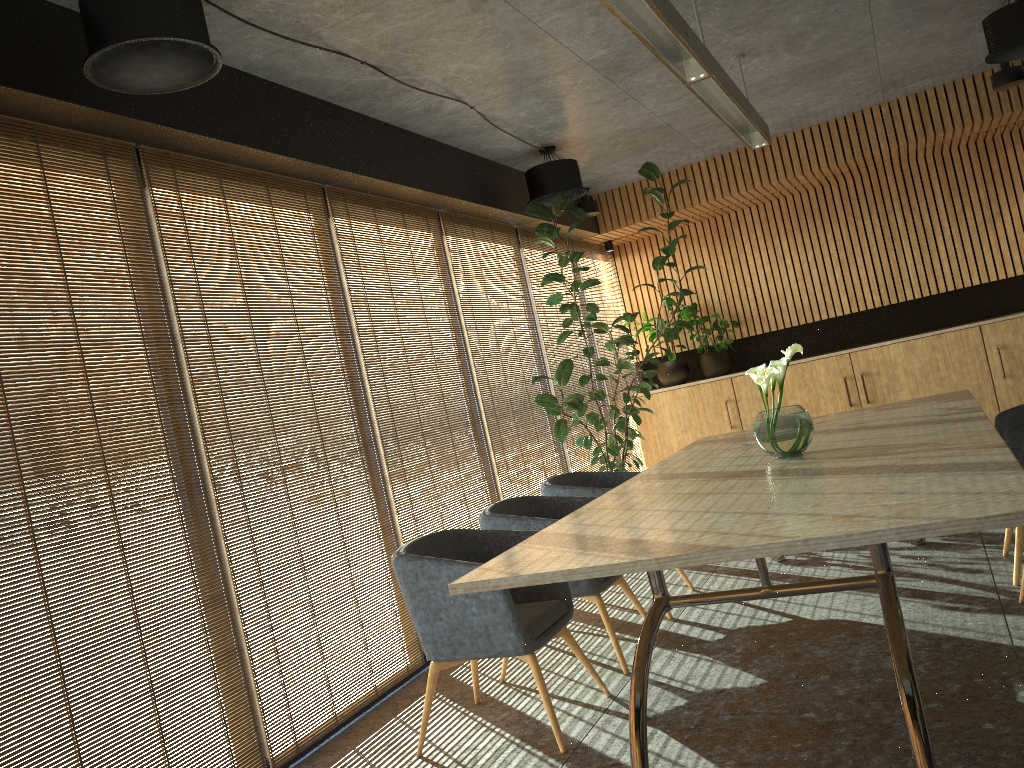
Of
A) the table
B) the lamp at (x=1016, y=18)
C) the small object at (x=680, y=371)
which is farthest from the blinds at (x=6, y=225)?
the small object at (x=680, y=371)

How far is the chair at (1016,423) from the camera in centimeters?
452cm

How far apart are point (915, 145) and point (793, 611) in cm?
551

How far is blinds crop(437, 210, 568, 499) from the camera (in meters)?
6.99

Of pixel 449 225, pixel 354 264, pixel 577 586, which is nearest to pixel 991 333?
pixel 449 225

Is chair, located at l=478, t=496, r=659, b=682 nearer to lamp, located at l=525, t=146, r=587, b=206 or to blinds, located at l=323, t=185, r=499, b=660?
blinds, located at l=323, t=185, r=499, b=660

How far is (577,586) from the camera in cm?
465

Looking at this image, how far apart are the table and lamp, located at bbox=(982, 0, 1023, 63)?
2.3m

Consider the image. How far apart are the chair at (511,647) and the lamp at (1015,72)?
5.3m

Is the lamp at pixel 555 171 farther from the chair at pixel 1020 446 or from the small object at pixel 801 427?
the chair at pixel 1020 446
